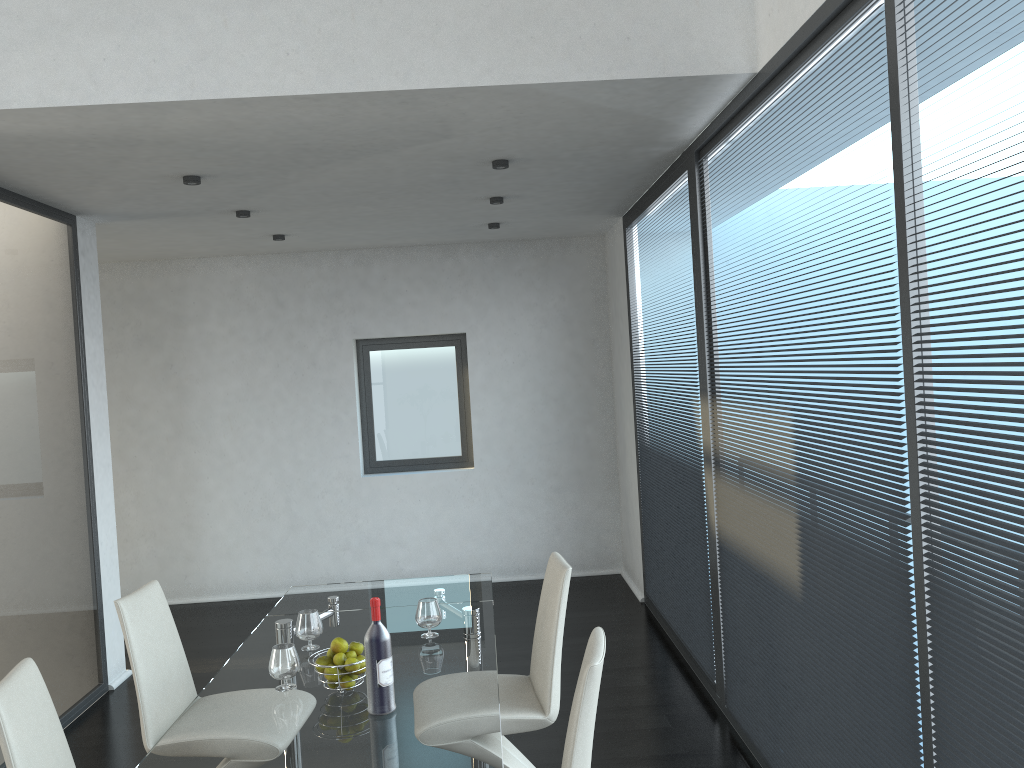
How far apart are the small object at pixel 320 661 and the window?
4.5m

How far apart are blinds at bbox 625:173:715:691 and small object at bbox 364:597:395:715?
2.2 meters

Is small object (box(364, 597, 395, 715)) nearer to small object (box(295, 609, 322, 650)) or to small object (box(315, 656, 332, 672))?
small object (box(315, 656, 332, 672))

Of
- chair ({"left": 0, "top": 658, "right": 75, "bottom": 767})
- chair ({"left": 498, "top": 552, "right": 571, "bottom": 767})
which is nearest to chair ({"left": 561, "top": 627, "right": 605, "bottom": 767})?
chair ({"left": 498, "top": 552, "right": 571, "bottom": 767})

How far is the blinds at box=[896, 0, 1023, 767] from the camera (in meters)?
1.82

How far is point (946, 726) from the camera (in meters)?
2.12

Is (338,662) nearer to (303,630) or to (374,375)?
(303,630)

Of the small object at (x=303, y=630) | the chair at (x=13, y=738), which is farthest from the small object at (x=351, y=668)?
the chair at (x=13, y=738)

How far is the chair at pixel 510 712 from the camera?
3.1 meters

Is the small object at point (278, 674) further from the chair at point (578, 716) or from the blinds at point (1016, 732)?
the blinds at point (1016, 732)
